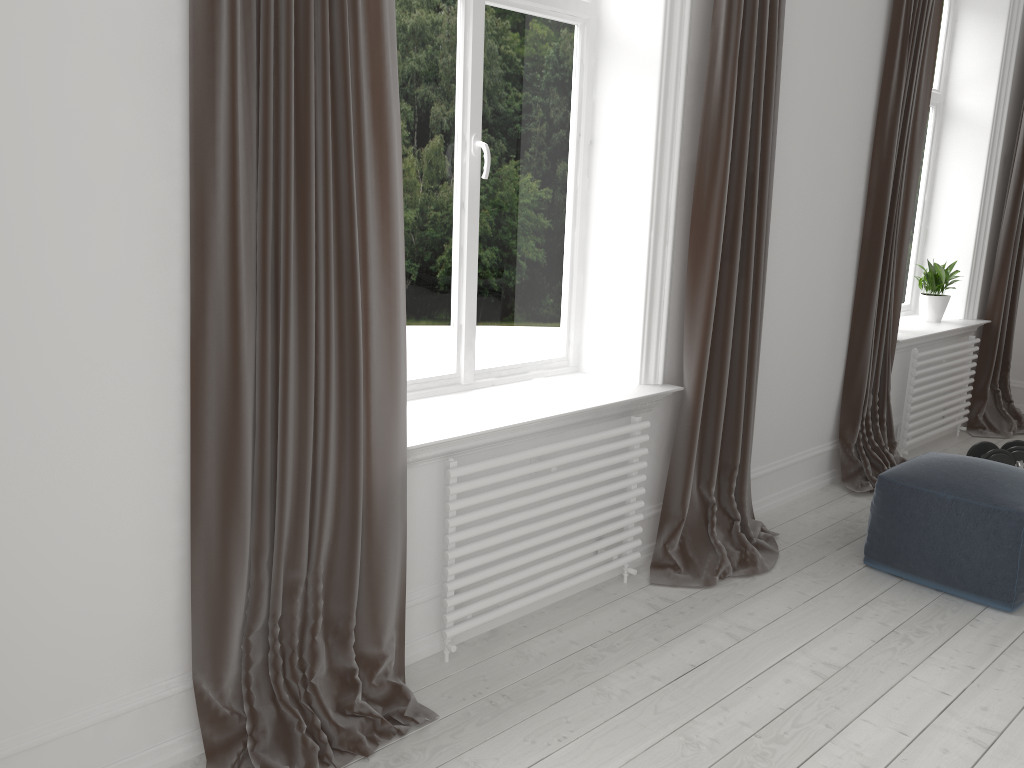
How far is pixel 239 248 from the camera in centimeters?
184cm

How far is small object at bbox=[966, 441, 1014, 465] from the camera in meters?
4.4

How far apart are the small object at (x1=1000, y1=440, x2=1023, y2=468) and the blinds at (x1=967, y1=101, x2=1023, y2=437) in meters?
0.8

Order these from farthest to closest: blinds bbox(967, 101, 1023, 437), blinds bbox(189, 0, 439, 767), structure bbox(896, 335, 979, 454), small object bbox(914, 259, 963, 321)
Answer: blinds bbox(967, 101, 1023, 437) < small object bbox(914, 259, 963, 321) < structure bbox(896, 335, 979, 454) < blinds bbox(189, 0, 439, 767)

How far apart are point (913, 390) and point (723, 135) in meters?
2.3 m

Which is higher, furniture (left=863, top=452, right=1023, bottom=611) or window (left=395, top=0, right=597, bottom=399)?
window (left=395, top=0, right=597, bottom=399)

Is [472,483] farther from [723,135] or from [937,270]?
[937,270]

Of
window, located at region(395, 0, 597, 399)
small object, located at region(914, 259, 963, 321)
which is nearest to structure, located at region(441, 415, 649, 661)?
window, located at region(395, 0, 597, 399)

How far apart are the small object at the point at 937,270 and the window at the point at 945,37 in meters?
0.2 m

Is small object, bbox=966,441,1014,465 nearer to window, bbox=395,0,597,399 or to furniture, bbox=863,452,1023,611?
furniture, bbox=863,452,1023,611
